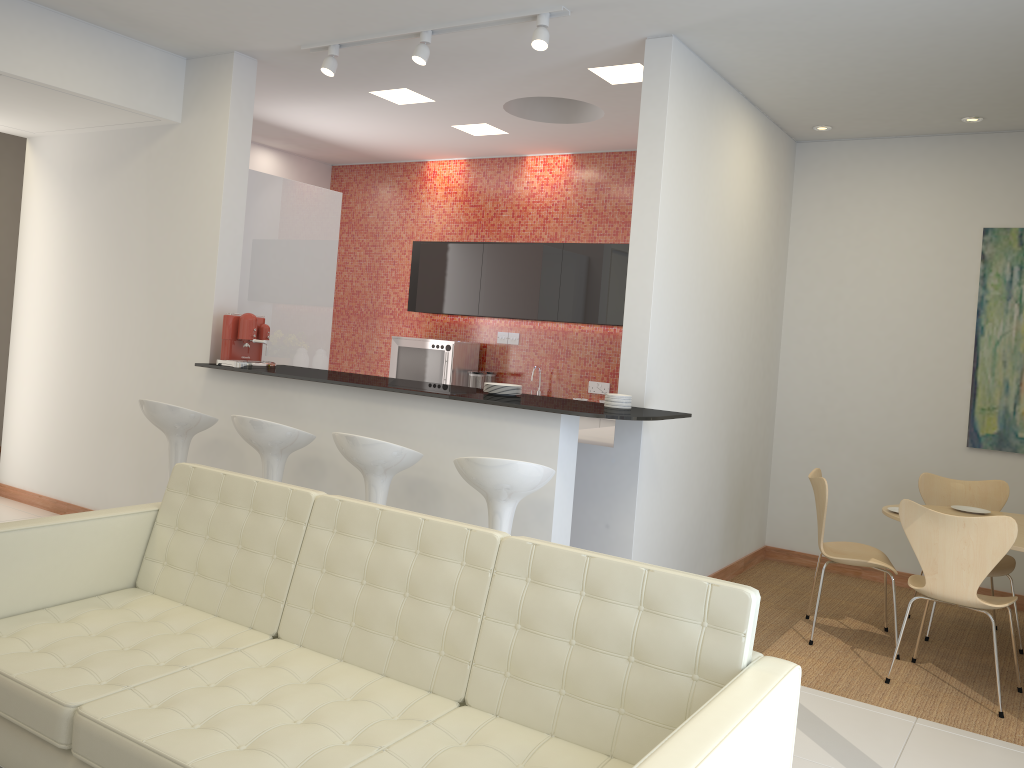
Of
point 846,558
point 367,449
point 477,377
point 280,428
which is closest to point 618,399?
point 367,449

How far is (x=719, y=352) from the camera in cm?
560

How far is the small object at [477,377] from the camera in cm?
779

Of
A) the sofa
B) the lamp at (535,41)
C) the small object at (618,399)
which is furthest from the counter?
the lamp at (535,41)

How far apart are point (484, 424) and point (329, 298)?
2.7m

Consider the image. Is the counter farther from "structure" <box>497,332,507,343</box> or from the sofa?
"structure" <box>497,332,507,343</box>

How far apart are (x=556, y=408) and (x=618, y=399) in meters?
0.5 m

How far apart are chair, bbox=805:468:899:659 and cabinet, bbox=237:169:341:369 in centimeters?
358cm

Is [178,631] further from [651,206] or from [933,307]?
[933,307]

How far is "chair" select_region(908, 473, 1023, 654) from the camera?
5.4m
